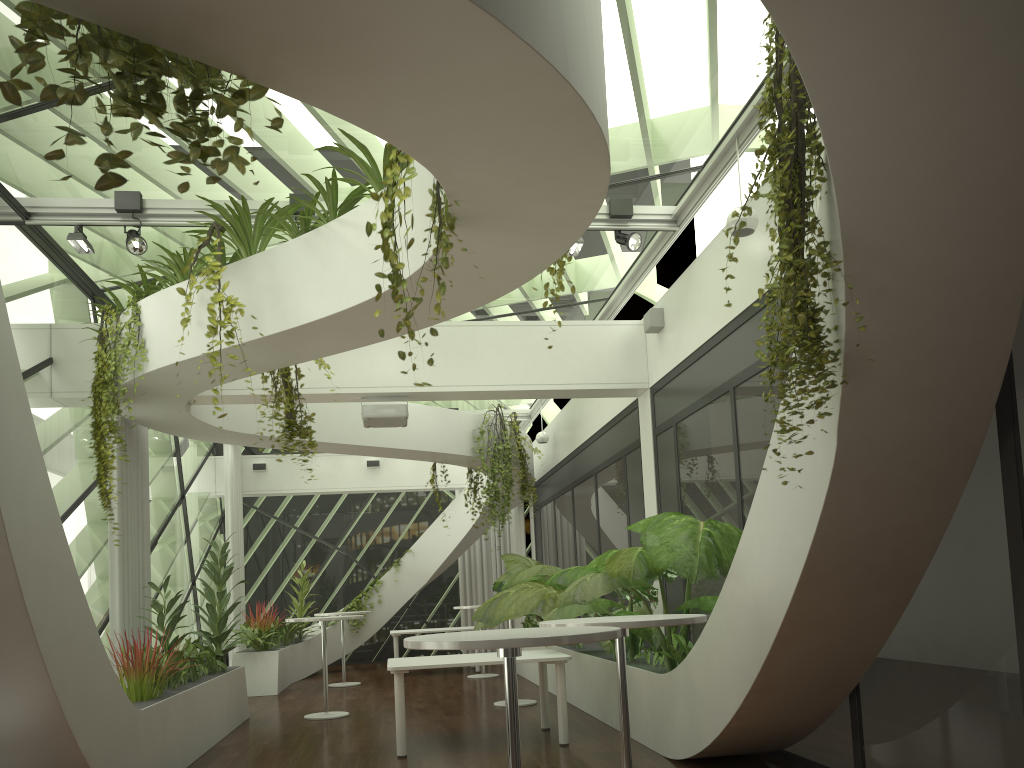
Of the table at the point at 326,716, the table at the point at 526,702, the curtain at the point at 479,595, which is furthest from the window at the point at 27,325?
the curtain at the point at 479,595

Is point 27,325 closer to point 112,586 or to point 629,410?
point 112,586

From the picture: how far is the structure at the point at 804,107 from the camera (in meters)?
3.32

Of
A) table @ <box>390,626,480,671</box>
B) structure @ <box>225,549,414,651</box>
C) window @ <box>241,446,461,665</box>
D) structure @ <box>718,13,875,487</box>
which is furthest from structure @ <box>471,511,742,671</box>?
window @ <box>241,446,461,665</box>

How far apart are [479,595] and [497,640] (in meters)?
14.65

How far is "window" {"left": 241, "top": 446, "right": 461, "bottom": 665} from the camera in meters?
17.1

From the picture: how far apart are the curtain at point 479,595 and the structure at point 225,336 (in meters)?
10.28

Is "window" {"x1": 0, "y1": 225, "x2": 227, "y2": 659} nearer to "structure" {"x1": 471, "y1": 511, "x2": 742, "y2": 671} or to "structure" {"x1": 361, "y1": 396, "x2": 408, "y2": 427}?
"structure" {"x1": 361, "y1": 396, "x2": 408, "y2": 427}

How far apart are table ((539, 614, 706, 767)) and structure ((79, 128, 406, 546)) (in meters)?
2.92

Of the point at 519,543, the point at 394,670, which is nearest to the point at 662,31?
the point at 394,670
